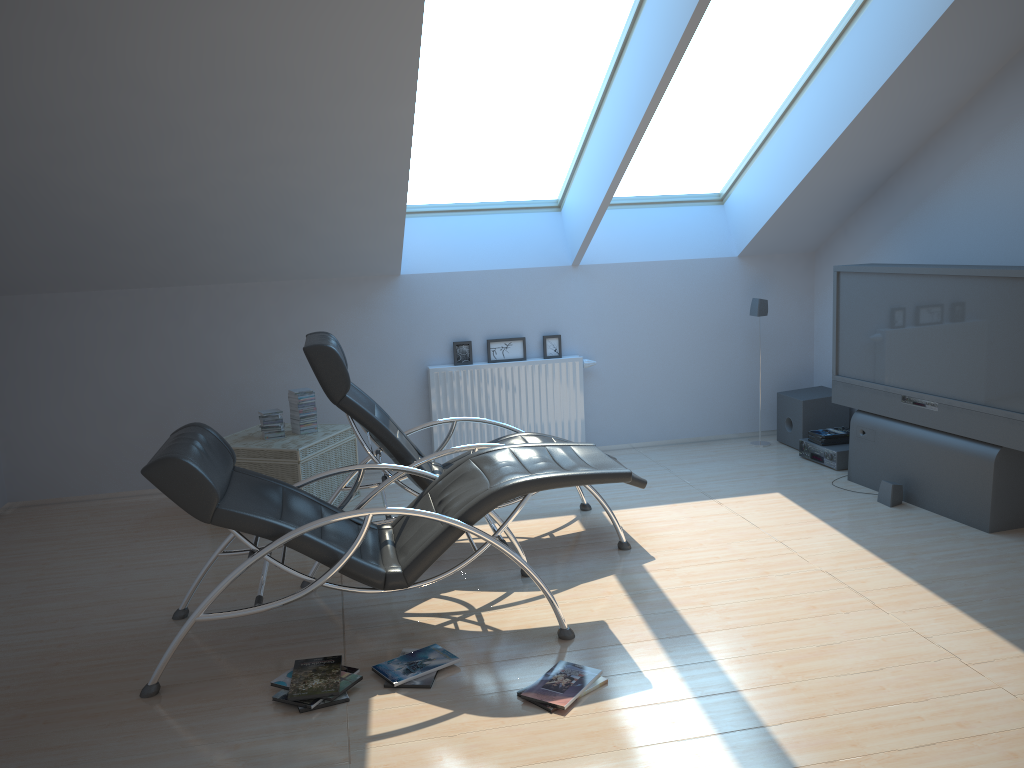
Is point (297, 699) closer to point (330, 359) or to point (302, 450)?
point (330, 359)

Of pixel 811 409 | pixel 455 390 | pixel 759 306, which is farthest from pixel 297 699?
pixel 759 306

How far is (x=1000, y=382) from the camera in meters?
4.8

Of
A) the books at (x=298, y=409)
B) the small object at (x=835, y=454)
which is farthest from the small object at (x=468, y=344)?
the small object at (x=835, y=454)

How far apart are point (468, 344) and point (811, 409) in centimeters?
268cm

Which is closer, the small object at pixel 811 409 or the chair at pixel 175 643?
the chair at pixel 175 643

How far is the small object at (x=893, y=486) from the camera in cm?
542

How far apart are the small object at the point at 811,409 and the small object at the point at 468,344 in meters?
1.8 m

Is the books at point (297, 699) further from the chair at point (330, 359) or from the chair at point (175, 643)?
the chair at point (330, 359)

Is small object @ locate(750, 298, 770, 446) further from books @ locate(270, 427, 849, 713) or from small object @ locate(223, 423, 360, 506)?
small object @ locate(223, 423, 360, 506)
